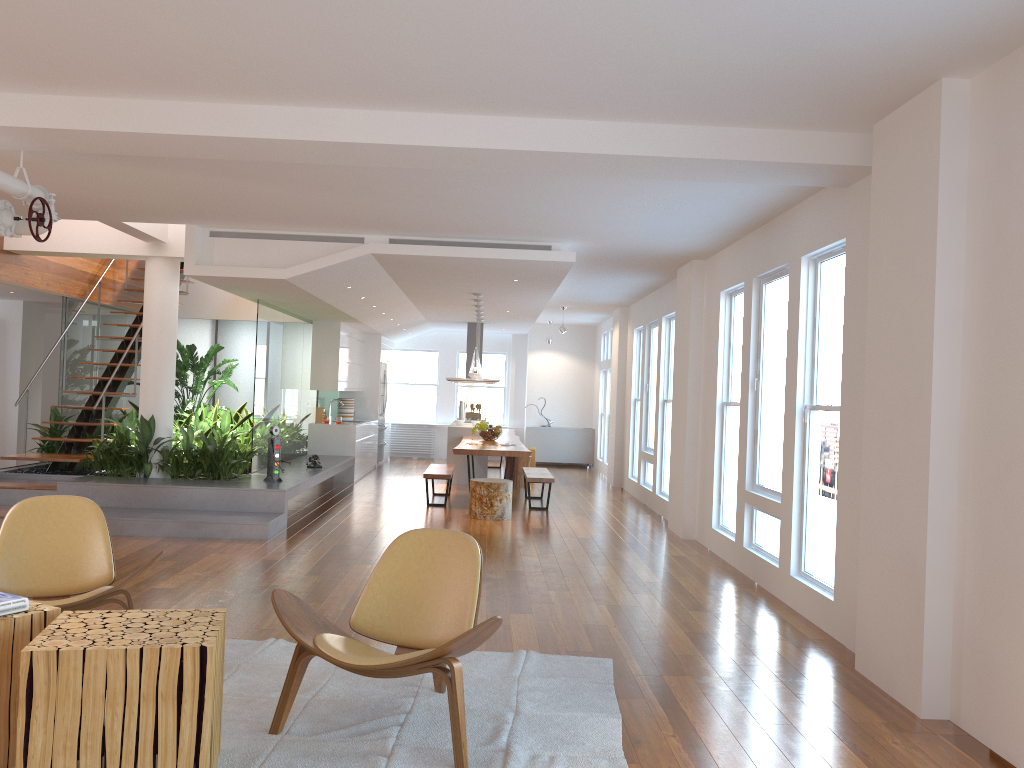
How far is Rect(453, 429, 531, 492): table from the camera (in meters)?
9.91

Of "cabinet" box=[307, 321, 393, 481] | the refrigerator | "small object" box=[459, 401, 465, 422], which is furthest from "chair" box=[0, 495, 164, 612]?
the refrigerator

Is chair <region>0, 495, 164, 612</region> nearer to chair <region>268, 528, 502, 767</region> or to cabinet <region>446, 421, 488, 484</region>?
chair <region>268, 528, 502, 767</region>

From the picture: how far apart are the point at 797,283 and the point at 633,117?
2.0m

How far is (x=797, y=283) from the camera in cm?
598

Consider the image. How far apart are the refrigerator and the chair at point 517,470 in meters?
3.6 m

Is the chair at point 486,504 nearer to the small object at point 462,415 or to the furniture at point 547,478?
the furniture at point 547,478

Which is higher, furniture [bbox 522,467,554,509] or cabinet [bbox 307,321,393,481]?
cabinet [bbox 307,321,393,481]

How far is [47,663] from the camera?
2.7 meters

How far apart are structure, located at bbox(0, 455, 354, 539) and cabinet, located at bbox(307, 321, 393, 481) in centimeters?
34cm
